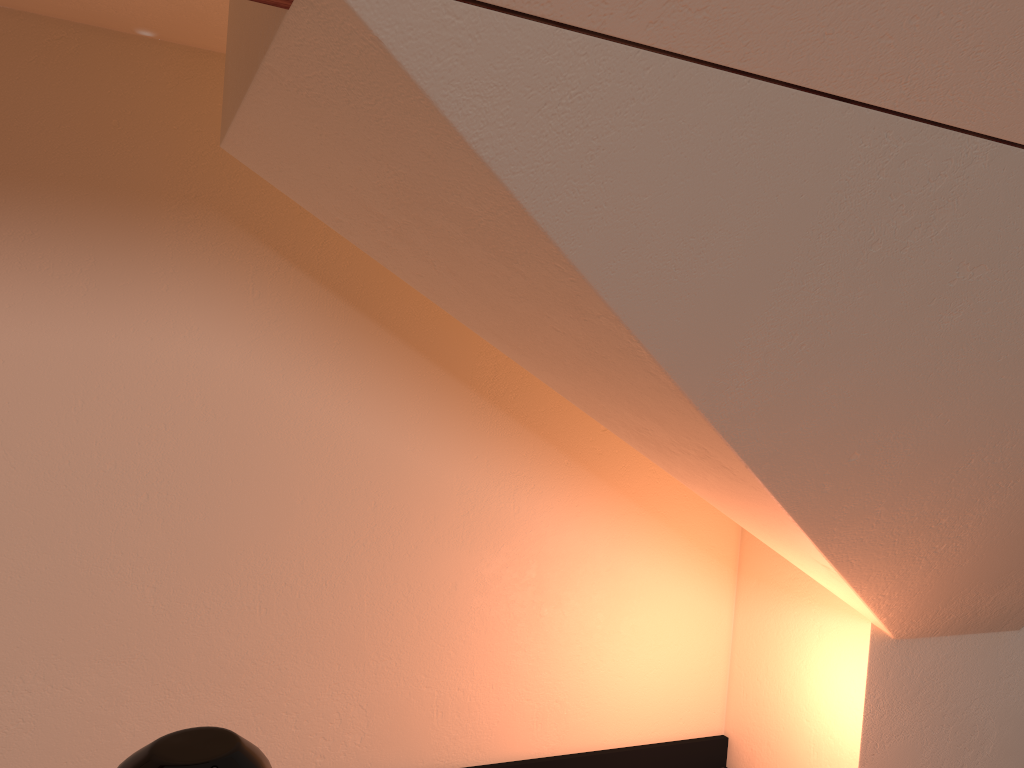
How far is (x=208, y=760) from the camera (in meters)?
0.65

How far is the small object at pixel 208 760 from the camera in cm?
65

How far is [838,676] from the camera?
2.4 meters

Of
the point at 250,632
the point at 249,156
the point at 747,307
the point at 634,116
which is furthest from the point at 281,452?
the point at 634,116

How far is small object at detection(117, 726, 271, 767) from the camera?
0.7m
